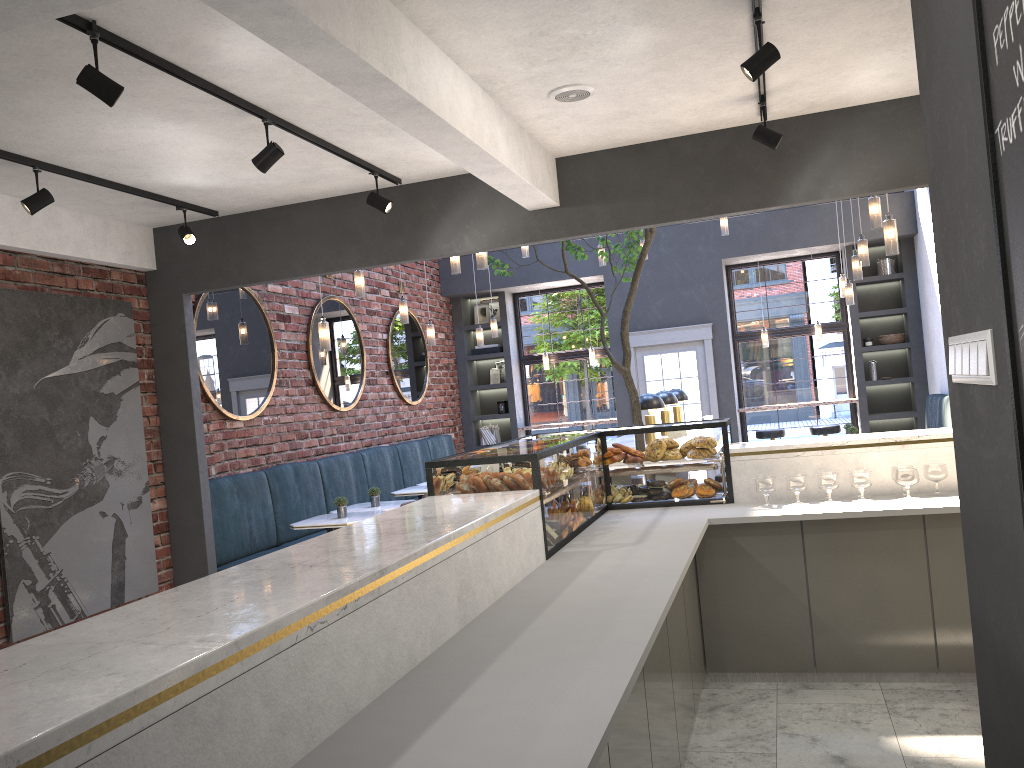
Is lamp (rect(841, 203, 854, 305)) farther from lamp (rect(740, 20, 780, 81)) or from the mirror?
lamp (rect(740, 20, 780, 81))

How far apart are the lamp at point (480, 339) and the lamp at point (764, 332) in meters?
3.8 m

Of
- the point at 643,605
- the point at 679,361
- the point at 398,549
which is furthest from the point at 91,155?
the point at 679,361

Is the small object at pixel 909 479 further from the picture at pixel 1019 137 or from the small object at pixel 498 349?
the small object at pixel 498 349

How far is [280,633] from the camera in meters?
1.8 m

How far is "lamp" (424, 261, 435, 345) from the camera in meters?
9.1 m

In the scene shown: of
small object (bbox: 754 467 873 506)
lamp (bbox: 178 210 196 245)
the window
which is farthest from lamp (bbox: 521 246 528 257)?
small object (bbox: 754 467 873 506)

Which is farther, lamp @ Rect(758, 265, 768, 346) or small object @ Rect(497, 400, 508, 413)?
small object @ Rect(497, 400, 508, 413)

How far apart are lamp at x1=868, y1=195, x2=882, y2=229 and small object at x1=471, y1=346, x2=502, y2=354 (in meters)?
6.66

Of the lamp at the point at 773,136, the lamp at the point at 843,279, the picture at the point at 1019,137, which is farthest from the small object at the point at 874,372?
the picture at the point at 1019,137
